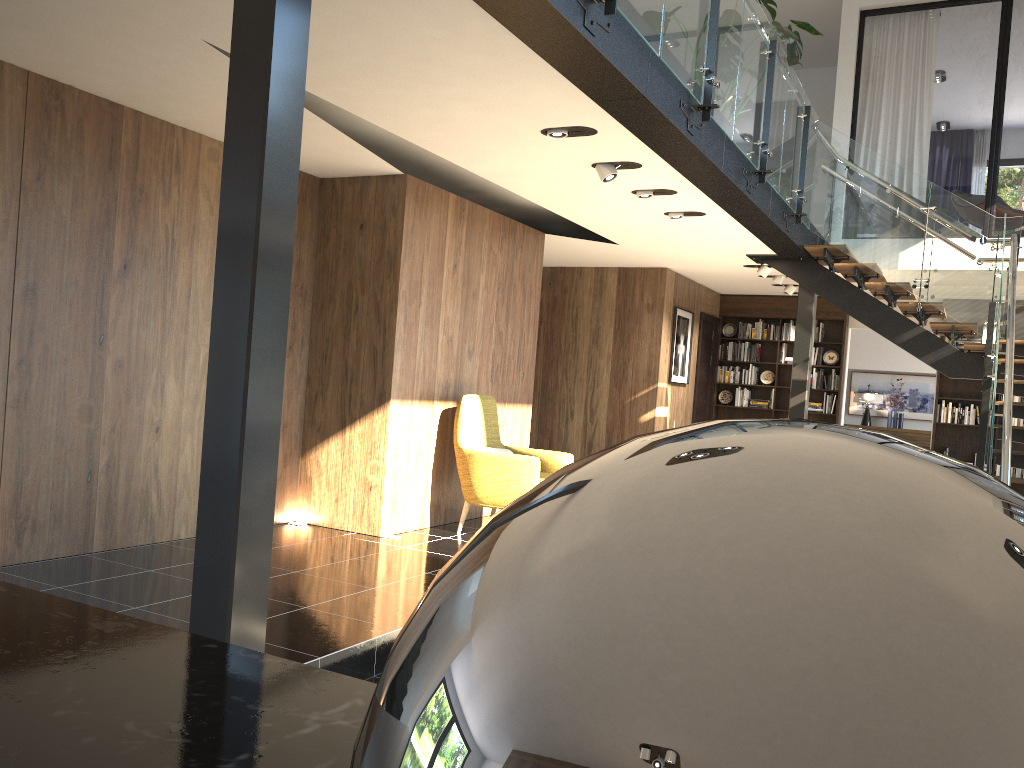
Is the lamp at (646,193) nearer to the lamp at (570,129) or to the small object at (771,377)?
the lamp at (570,129)

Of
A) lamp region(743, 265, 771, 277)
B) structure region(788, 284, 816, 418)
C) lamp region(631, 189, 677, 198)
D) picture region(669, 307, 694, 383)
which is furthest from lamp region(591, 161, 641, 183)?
picture region(669, 307, 694, 383)

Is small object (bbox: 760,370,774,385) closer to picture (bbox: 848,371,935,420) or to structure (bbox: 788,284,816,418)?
structure (bbox: 788,284,816,418)

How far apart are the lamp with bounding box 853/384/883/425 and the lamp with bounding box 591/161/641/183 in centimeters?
1028cm

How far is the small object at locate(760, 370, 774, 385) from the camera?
12.3m

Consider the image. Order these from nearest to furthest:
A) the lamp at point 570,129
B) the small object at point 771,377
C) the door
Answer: the lamp at point 570,129 < the door < the small object at point 771,377

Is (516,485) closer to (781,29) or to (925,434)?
(781,29)

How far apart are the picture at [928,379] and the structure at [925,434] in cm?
44

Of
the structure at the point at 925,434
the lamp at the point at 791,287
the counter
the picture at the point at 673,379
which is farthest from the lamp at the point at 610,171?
the structure at the point at 925,434

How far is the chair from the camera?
6.7 meters
